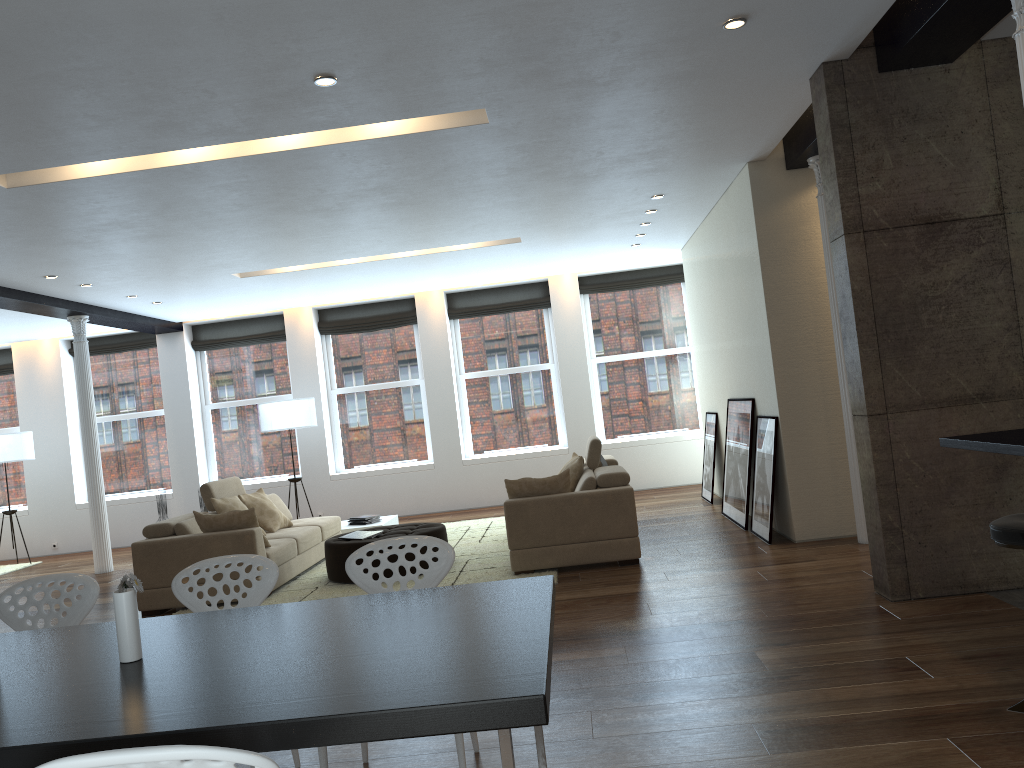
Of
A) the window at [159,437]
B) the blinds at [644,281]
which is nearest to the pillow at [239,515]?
the window at [159,437]

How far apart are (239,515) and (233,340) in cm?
598

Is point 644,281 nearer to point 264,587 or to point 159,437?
point 159,437

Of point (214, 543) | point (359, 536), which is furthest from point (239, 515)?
point (359, 536)

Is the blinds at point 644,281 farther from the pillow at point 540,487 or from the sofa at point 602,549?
the pillow at point 540,487

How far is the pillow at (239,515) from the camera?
7.0m

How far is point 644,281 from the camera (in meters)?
12.17

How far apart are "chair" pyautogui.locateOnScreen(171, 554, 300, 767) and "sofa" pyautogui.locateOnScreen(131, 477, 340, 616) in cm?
349

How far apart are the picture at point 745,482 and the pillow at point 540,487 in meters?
1.8 m

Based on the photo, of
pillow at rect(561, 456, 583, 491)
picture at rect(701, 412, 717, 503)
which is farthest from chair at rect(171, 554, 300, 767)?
picture at rect(701, 412, 717, 503)
